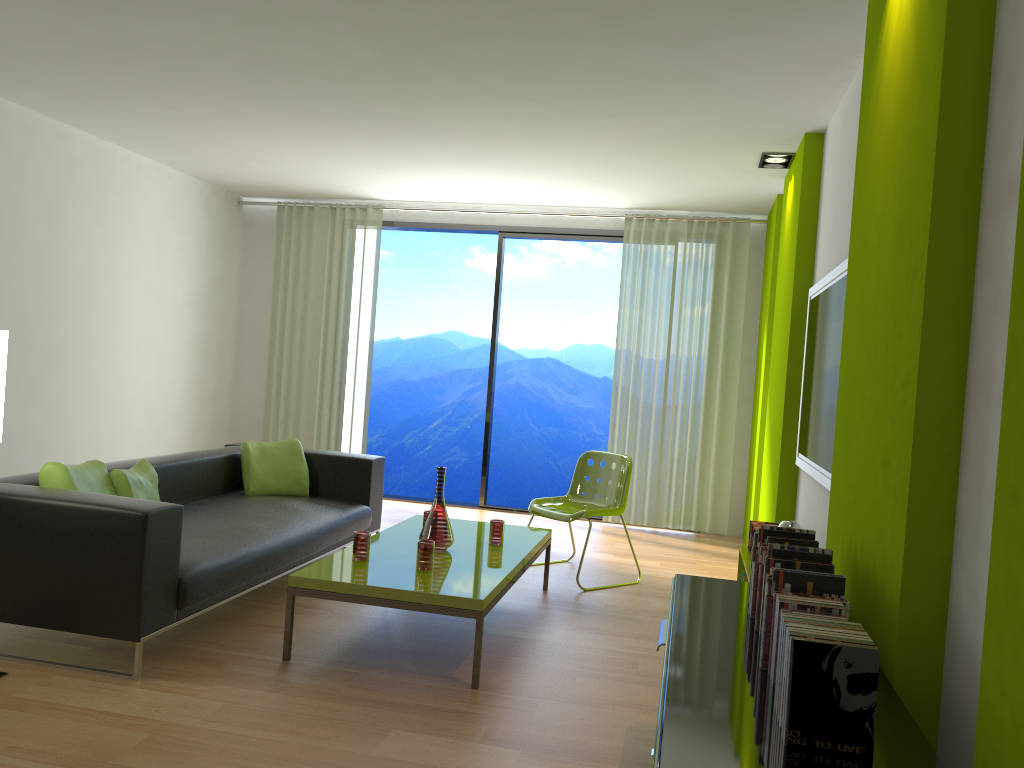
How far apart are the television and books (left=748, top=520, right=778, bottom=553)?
0.4 meters

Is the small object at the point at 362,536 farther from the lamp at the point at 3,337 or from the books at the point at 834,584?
the books at the point at 834,584

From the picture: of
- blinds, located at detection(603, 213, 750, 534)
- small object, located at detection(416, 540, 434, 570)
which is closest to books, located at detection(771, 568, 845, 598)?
small object, located at detection(416, 540, 434, 570)

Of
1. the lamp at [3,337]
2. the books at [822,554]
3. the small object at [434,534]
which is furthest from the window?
the books at [822,554]

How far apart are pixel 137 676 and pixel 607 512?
2.8m

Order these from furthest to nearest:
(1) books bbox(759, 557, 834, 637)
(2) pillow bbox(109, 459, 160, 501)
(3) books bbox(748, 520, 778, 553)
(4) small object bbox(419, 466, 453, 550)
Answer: (3) books bbox(748, 520, 778, 553)
(4) small object bbox(419, 466, 453, 550)
(2) pillow bbox(109, 459, 160, 501)
(1) books bbox(759, 557, 834, 637)

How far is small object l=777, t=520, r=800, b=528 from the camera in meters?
3.8 m

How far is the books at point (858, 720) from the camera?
1.60m

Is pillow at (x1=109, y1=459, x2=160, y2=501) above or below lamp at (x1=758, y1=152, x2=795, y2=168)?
below

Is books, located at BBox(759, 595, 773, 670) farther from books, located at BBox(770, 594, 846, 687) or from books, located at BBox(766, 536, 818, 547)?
books, located at BBox(766, 536, 818, 547)
